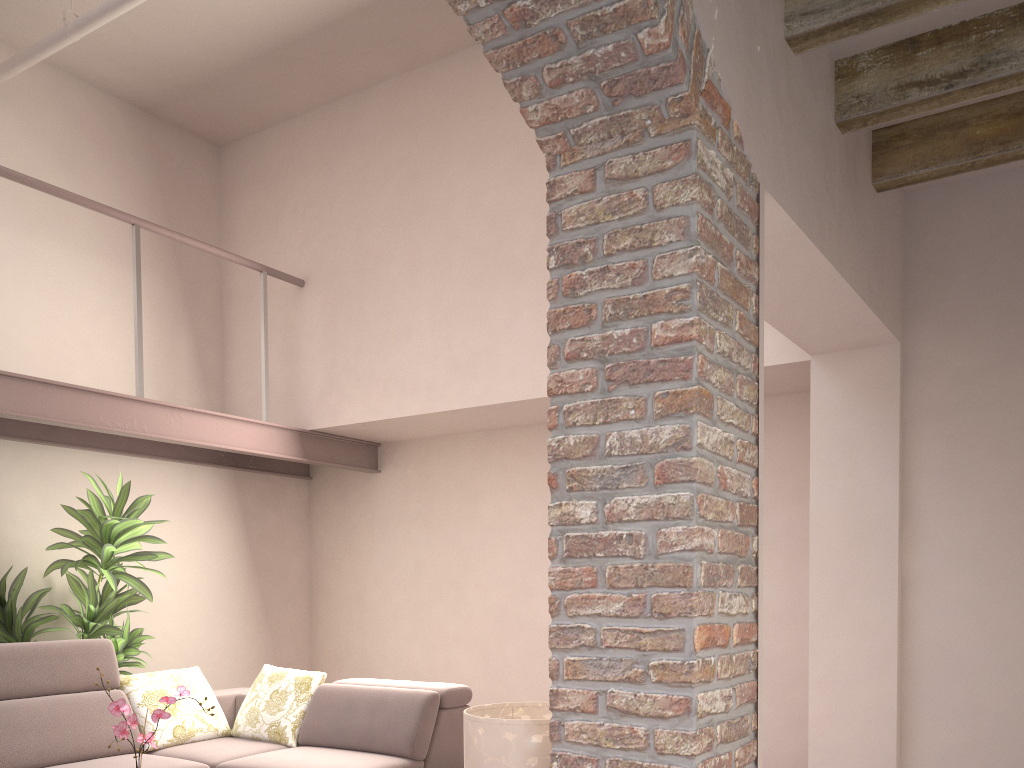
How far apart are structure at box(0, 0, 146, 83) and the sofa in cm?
308

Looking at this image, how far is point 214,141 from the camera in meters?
5.9

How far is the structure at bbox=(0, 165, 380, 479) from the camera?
4.4 meters

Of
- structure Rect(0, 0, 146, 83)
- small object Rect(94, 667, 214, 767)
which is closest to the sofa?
small object Rect(94, 667, 214, 767)

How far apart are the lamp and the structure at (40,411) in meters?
3.2 m

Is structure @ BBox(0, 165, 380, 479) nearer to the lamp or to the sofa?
the sofa

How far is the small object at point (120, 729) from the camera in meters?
2.9 m

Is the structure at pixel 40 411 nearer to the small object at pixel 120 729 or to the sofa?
the sofa

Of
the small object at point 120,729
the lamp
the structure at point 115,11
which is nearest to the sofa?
the small object at point 120,729

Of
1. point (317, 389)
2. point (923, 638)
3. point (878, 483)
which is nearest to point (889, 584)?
point (923, 638)
